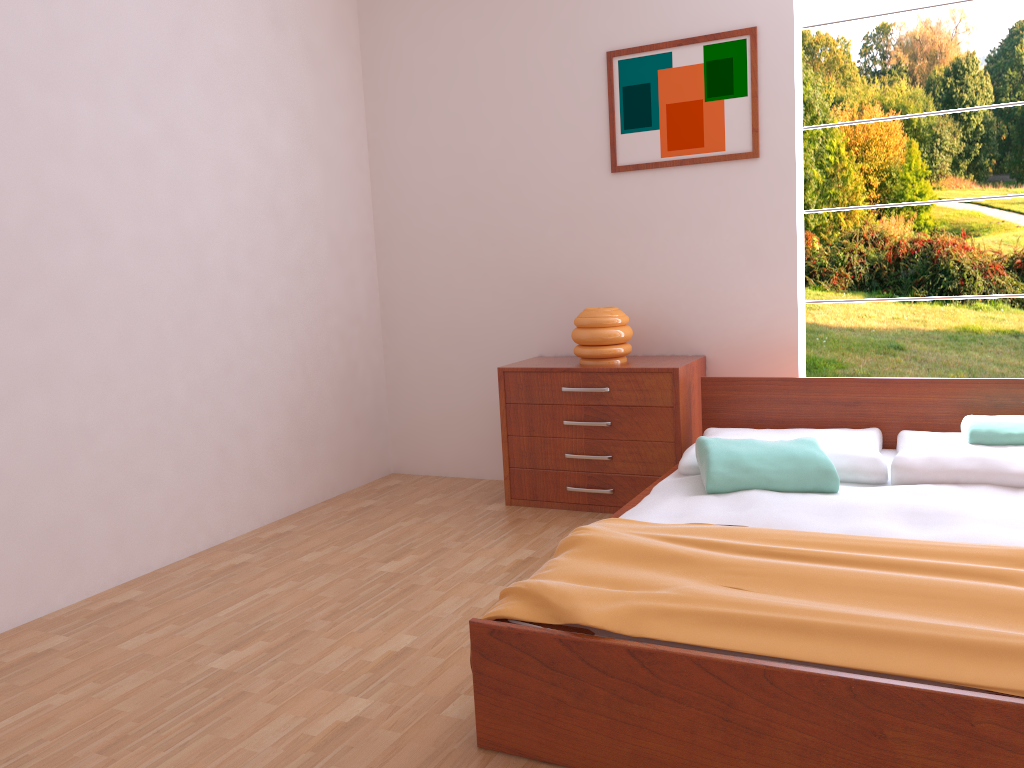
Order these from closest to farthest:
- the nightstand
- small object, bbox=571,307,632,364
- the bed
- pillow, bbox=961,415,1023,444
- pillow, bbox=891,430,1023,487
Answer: the bed, pillow, bbox=891,430,1023,487, pillow, bbox=961,415,1023,444, the nightstand, small object, bbox=571,307,632,364

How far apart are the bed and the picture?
0.9m

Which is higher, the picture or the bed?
the picture

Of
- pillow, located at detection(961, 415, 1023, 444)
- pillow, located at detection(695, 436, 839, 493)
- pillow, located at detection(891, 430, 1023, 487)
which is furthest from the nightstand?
pillow, located at detection(961, 415, 1023, 444)

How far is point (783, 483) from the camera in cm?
273

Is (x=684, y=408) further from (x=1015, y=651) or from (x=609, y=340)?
(x=1015, y=651)

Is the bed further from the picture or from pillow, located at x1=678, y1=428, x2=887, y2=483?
the picture

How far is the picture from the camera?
3.6 meters

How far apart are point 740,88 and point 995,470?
1.83m

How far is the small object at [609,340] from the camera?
3.72m
